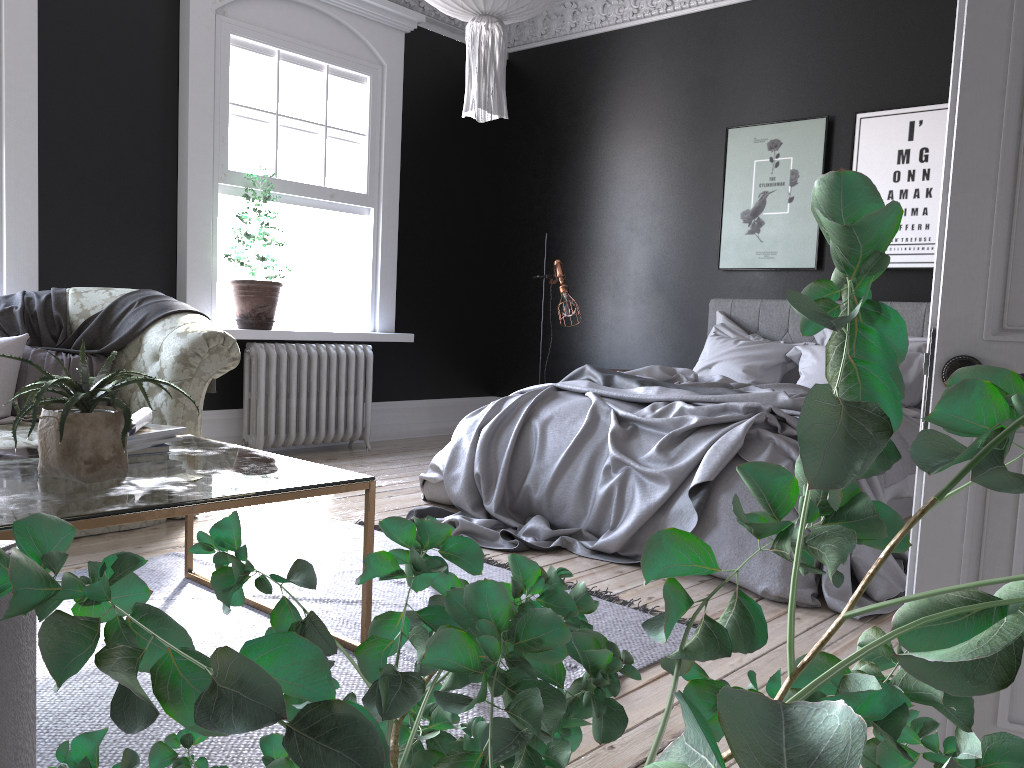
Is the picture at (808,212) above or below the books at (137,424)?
above

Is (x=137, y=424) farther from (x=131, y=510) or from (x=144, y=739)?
(x=144, y=739)

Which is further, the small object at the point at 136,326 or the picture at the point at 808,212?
the picture at the point at 808,212

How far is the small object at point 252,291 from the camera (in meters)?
6.13

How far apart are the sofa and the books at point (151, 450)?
1.3 meters

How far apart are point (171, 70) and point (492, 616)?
6.26m

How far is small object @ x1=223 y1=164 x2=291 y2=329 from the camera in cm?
613

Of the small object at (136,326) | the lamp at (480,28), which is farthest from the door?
the small object at (136,326)

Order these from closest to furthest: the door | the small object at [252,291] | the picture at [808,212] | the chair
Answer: the chair → the door → the small object at [252,291] → the picture at [808,212]

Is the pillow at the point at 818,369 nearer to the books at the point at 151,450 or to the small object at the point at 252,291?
the small object at the point at 252,291
